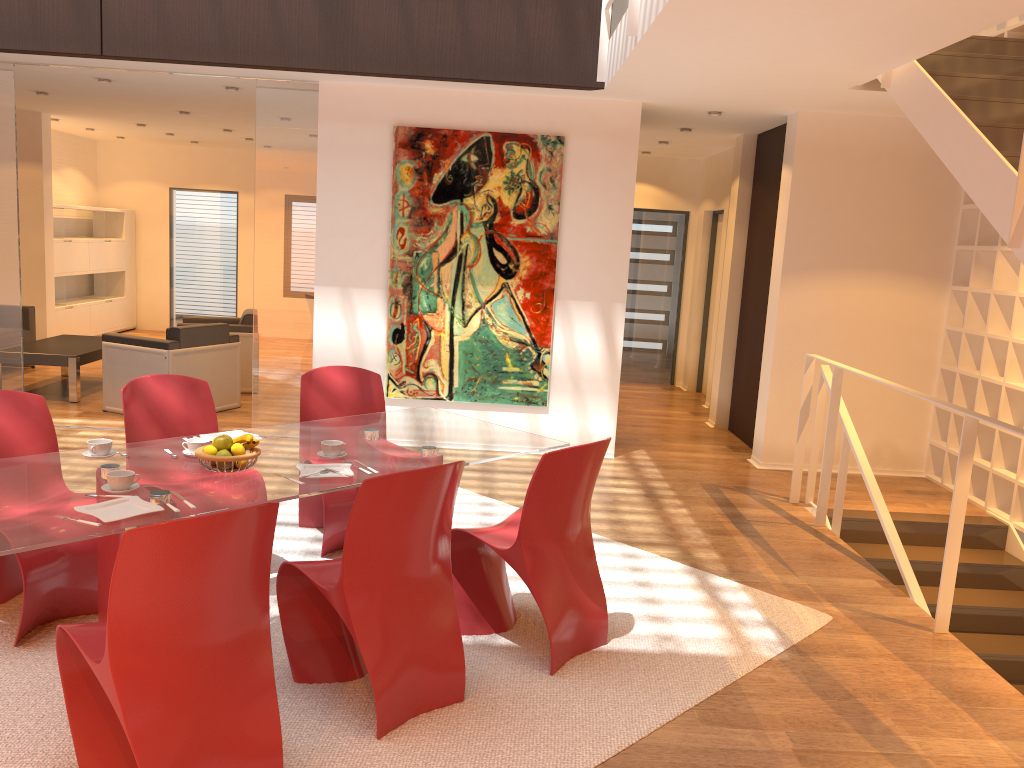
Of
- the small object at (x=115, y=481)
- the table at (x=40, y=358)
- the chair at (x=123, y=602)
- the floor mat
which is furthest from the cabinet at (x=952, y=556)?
the table at (x=40, y=358)

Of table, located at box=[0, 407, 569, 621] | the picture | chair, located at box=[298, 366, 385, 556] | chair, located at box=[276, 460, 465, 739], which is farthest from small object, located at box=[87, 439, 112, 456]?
the picture

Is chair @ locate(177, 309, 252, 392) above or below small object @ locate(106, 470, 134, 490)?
below

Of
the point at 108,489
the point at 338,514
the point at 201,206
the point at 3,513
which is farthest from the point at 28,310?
the point at 3,513

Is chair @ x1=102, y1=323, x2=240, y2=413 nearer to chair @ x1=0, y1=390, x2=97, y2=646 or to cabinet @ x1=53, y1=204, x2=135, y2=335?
chair @ x1=0, y1=390, x2=97, y2=646

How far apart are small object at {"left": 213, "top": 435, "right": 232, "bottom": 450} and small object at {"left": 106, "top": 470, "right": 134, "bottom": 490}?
0.3 meters

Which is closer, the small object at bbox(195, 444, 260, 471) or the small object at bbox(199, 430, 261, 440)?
the small object at bbox(195, 444, 260, 471)

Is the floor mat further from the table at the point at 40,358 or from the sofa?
the sofa

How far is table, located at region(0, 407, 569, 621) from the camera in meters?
2.7

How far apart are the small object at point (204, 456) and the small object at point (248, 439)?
0.05m
